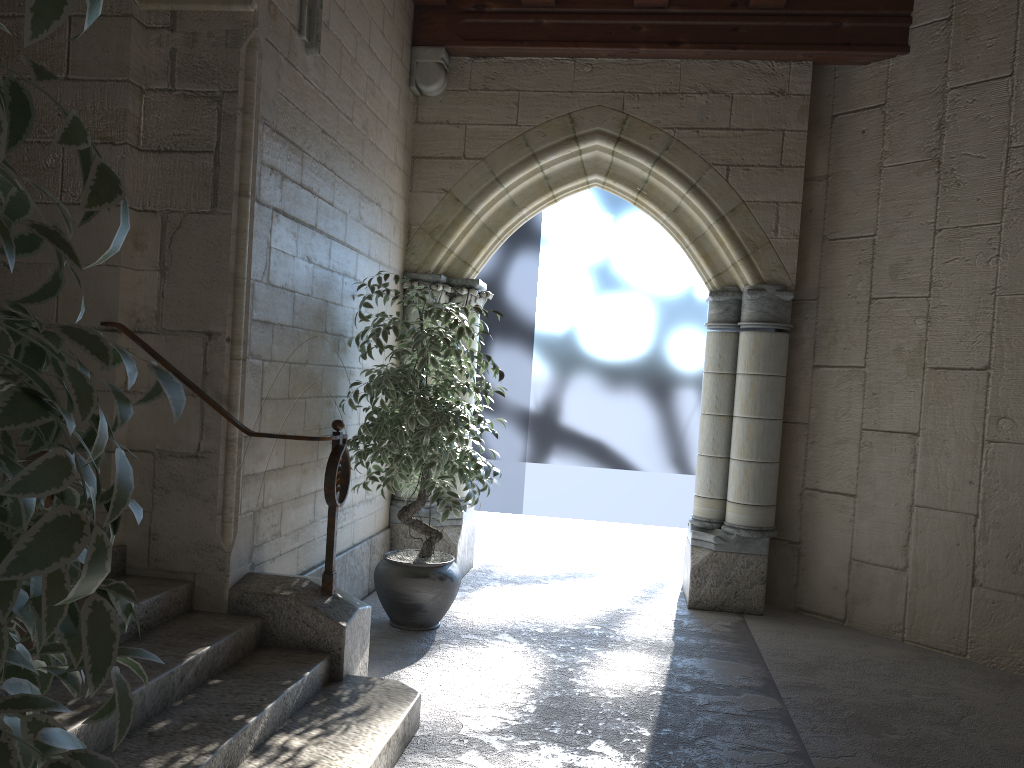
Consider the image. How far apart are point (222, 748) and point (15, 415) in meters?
1.8

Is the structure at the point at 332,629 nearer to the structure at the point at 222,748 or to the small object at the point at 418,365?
the structure at the point at 222,748

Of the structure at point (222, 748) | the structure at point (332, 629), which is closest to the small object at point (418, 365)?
the structure at point (332, 629)

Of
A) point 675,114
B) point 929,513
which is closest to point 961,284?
point 929,513

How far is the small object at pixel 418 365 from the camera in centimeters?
373cm

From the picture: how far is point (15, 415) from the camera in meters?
0.6

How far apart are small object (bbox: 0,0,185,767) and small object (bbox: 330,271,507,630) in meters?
2.6

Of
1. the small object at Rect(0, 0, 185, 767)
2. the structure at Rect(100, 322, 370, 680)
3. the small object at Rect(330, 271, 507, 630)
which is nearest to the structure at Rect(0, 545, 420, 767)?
the structure at Rect(100, 322, 370, 680)

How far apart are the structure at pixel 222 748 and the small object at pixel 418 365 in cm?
85

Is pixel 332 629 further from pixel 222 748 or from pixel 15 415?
pixel 15 415
